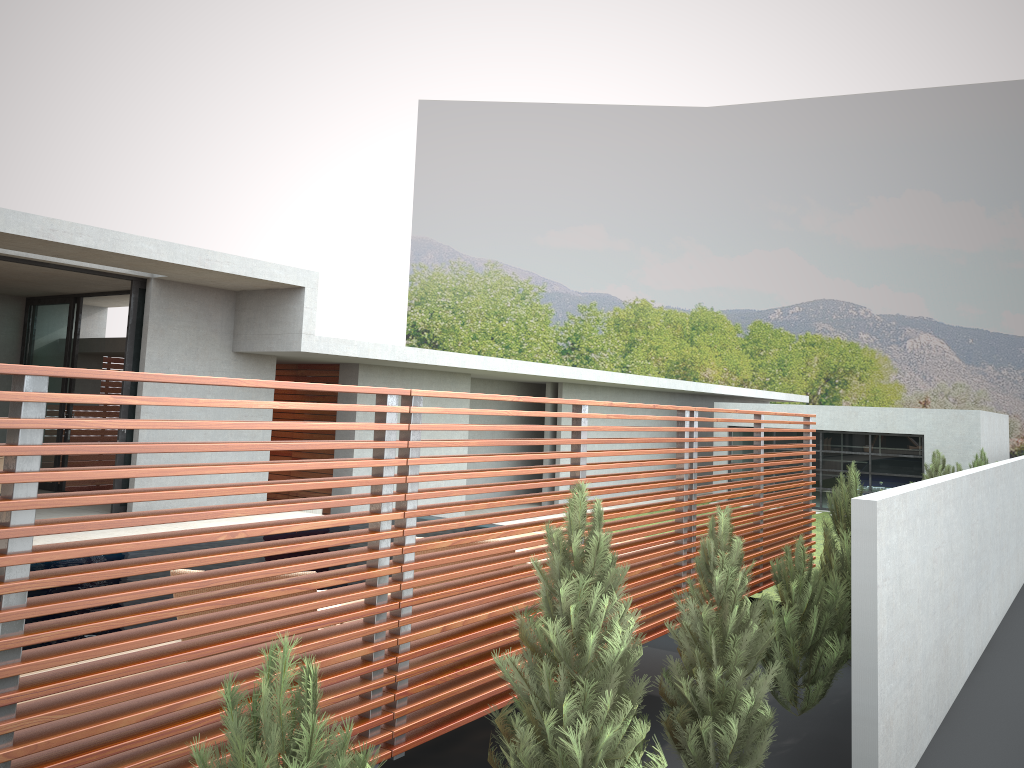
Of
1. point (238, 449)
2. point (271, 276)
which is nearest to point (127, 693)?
point (238, 449)

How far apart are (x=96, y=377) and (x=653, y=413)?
23.3m
